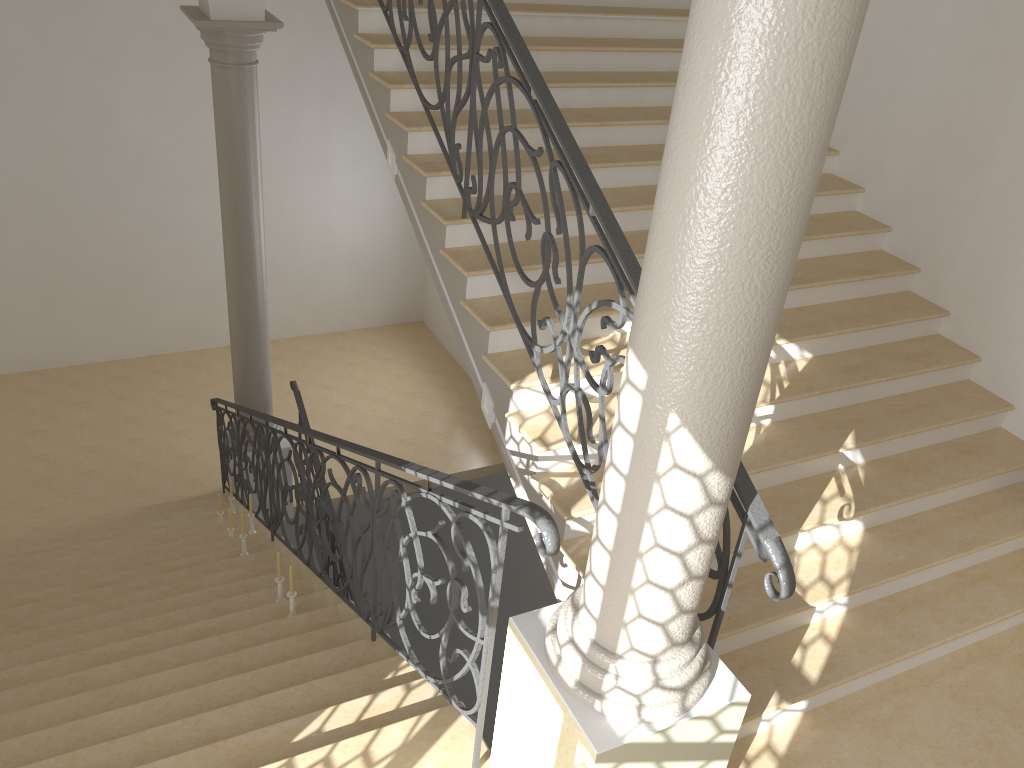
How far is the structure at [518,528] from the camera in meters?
2.7 m

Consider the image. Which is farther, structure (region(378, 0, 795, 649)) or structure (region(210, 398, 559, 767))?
structure (region(378, 0, 795, 649))

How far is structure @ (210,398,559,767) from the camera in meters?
2.7 m

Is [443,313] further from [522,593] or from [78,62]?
[78,62]

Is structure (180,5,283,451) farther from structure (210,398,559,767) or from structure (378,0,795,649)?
structure (378,0,795,649)

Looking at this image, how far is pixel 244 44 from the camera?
7.18m

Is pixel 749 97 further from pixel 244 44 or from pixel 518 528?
pixel 244 44

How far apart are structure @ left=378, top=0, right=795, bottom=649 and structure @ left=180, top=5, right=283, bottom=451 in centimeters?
236cm

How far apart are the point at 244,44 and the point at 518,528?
5.9m

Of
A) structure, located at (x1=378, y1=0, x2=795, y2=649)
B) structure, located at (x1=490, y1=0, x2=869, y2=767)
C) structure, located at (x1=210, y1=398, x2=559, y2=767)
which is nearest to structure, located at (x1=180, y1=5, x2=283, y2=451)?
structure, located at (x1=210, y1=398, x2=559, y2=767)
